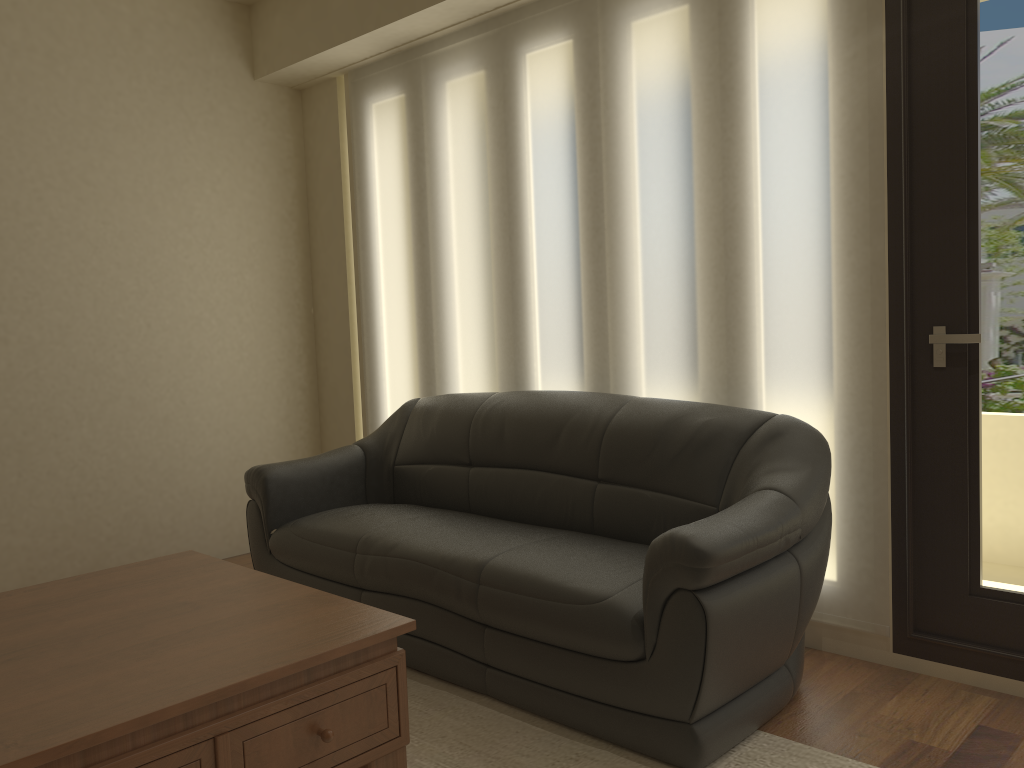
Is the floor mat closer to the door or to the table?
the table

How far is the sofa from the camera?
2.4m

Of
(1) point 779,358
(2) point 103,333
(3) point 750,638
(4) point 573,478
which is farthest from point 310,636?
(2) point 103,333

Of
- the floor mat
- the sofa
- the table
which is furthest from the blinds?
the table

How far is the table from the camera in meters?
1.7

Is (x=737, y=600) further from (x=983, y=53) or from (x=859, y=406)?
(x=983, y=53)

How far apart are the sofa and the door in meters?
0.3 m

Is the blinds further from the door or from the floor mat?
the floor mat

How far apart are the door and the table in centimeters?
170cm

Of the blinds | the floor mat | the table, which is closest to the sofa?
the floor mat
